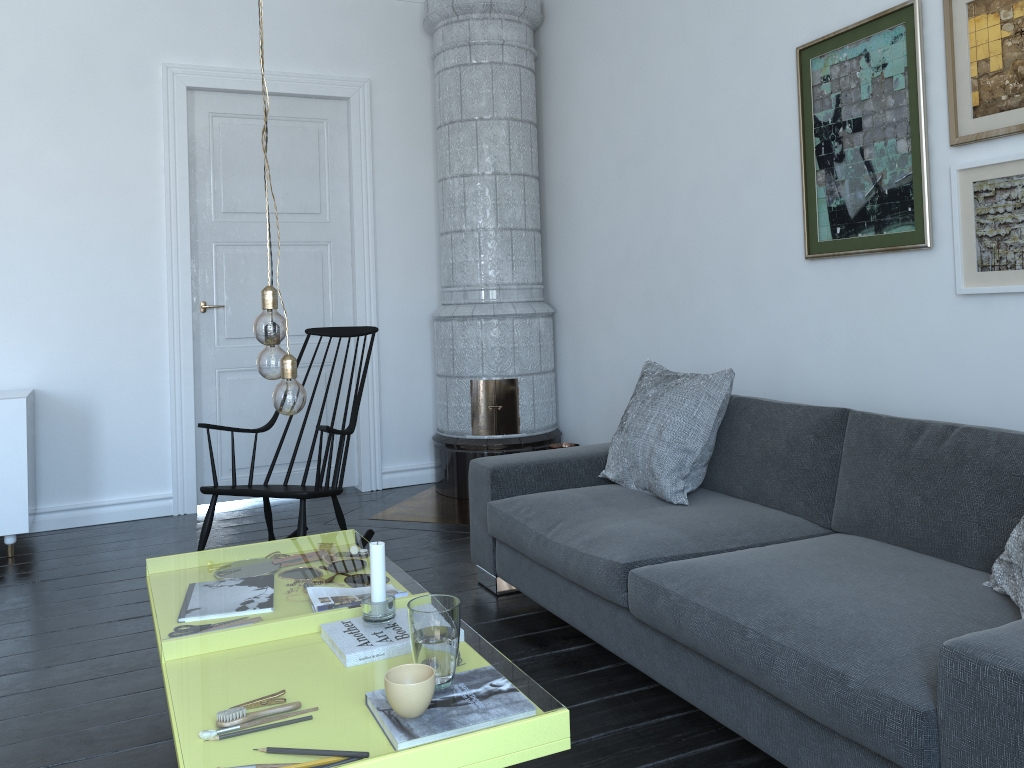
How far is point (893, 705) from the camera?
1.6 meters

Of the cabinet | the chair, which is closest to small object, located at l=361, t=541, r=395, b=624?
the chair

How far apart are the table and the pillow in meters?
1.0 m

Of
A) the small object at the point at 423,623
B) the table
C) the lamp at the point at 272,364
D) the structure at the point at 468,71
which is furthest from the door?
the small object at the point at 423,623

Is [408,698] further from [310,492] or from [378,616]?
[310,492]

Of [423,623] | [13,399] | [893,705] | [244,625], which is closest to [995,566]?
[893,705]

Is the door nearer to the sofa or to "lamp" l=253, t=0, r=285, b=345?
the sofa

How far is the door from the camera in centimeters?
482cm

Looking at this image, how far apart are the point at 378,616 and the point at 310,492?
1.54m

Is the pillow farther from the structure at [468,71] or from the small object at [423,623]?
the structure at [468,71]
